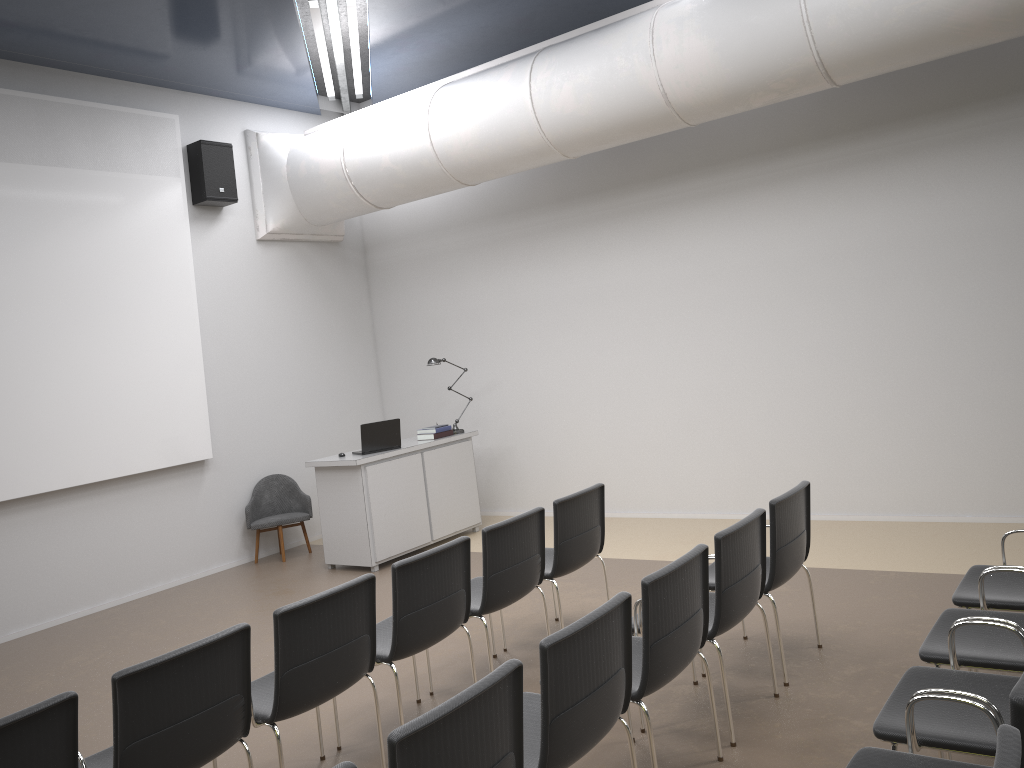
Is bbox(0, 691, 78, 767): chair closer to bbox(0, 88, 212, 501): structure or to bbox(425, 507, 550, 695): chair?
bbox(425, 507, 550, 695): chair

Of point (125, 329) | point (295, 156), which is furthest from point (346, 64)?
point (125, 329)

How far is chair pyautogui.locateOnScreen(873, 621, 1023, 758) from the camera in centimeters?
274cm

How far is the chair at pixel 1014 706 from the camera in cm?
203

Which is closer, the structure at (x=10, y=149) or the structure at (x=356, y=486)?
the structure at (x=10, y=149)

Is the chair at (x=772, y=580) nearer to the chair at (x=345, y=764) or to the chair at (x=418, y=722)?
the chair at (x=418, y=722)

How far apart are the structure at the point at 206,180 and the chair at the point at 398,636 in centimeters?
549cm

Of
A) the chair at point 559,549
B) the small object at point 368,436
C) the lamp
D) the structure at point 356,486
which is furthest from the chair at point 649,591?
the lamp

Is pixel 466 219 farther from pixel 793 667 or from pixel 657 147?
pixel 793 667

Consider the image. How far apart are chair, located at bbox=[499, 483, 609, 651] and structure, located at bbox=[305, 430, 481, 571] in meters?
2.6
